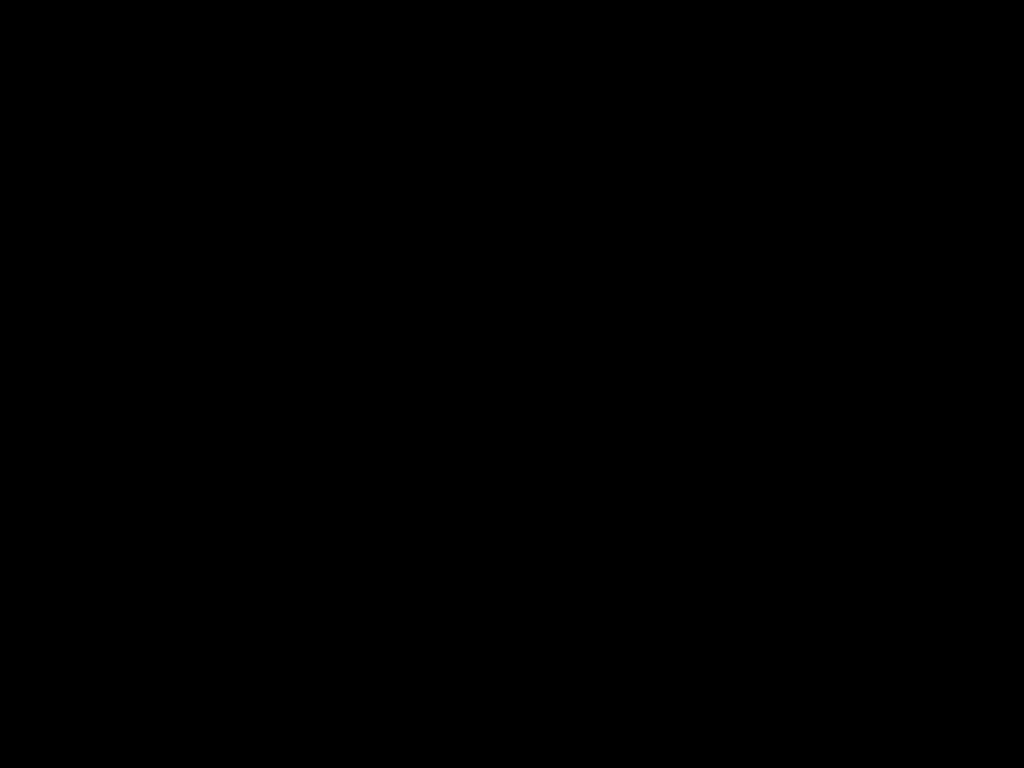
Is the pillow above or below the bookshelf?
above

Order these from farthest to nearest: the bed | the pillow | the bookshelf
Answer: the pillow → the bookshelf → the bed

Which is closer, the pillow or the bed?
the bed

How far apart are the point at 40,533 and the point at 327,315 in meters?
0.6

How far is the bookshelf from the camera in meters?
1.0

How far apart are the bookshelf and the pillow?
0.0 meters

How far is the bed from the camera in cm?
44

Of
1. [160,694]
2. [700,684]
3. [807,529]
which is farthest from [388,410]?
[700,684]

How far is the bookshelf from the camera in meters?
1.0 m

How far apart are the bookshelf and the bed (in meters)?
0.01
